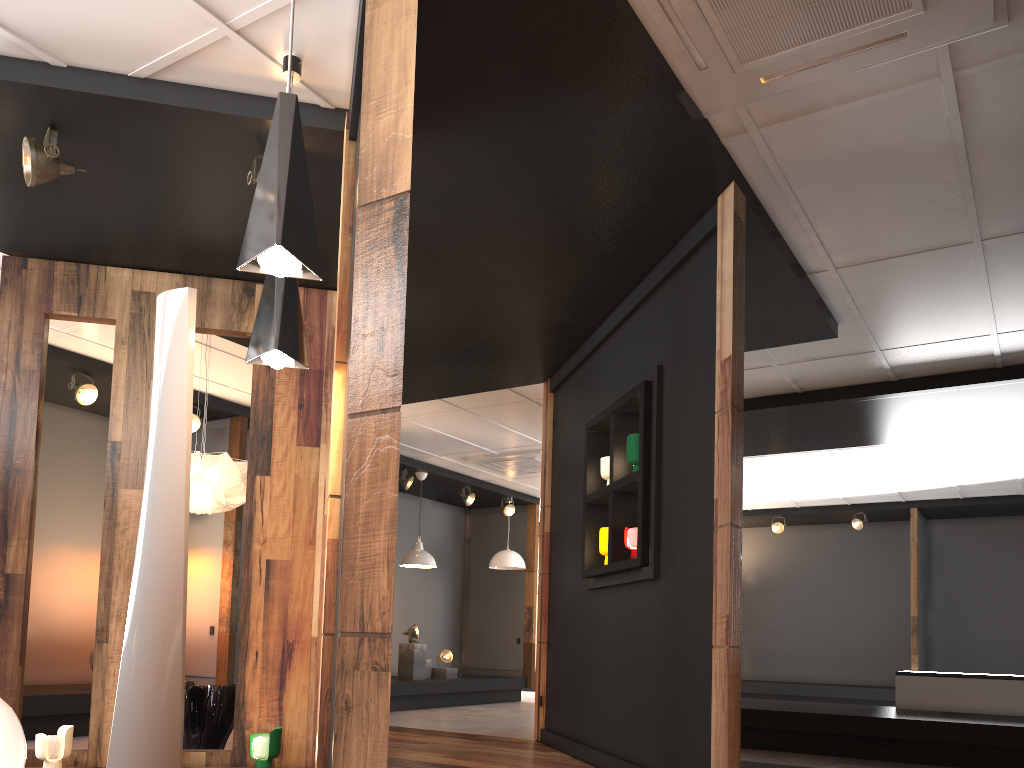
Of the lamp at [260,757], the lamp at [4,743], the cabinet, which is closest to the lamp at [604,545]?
the lamp at [260,757]

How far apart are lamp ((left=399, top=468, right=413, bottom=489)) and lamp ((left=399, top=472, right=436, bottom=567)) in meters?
0.3 m

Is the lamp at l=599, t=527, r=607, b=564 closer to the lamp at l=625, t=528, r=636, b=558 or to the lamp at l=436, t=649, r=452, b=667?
the lamp at l=625, t=528, r=636, b=558

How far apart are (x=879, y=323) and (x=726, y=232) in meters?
2.3

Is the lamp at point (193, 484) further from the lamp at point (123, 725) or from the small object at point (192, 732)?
the lamp at point (123, 725)

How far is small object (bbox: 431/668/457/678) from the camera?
11.0m

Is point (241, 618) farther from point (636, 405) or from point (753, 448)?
point (753, 448)

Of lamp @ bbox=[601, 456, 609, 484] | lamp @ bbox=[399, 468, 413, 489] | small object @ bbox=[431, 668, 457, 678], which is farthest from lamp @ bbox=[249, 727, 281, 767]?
small object @ bbox=[431, 668, 457, 678]

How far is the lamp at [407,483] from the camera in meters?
10.3 m

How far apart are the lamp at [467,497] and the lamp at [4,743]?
8.1 meters
